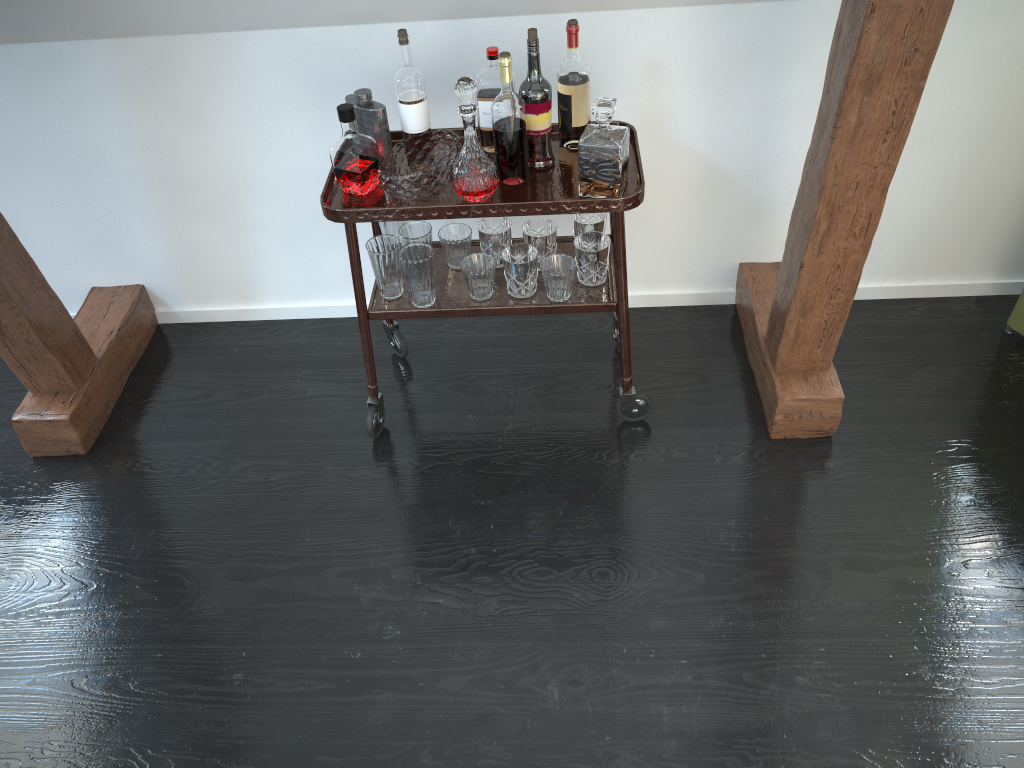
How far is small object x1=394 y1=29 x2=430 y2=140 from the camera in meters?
2.1 m

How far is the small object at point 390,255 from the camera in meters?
2.2 m

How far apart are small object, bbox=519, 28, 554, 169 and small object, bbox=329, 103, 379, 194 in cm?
37

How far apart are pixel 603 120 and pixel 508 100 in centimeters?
22cm

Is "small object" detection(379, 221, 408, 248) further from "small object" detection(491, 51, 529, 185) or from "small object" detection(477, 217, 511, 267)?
"small object" detection(491, 51, 529, 185)

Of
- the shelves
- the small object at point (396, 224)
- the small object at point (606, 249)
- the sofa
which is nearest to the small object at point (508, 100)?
the shelves

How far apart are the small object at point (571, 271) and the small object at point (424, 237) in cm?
30

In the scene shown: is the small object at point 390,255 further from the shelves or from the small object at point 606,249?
the small object at point 606,249

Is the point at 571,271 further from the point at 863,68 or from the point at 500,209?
the point at 863,68

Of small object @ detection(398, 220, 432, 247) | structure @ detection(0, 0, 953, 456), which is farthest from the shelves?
structure @ detection(0, 0, 953, 456)
